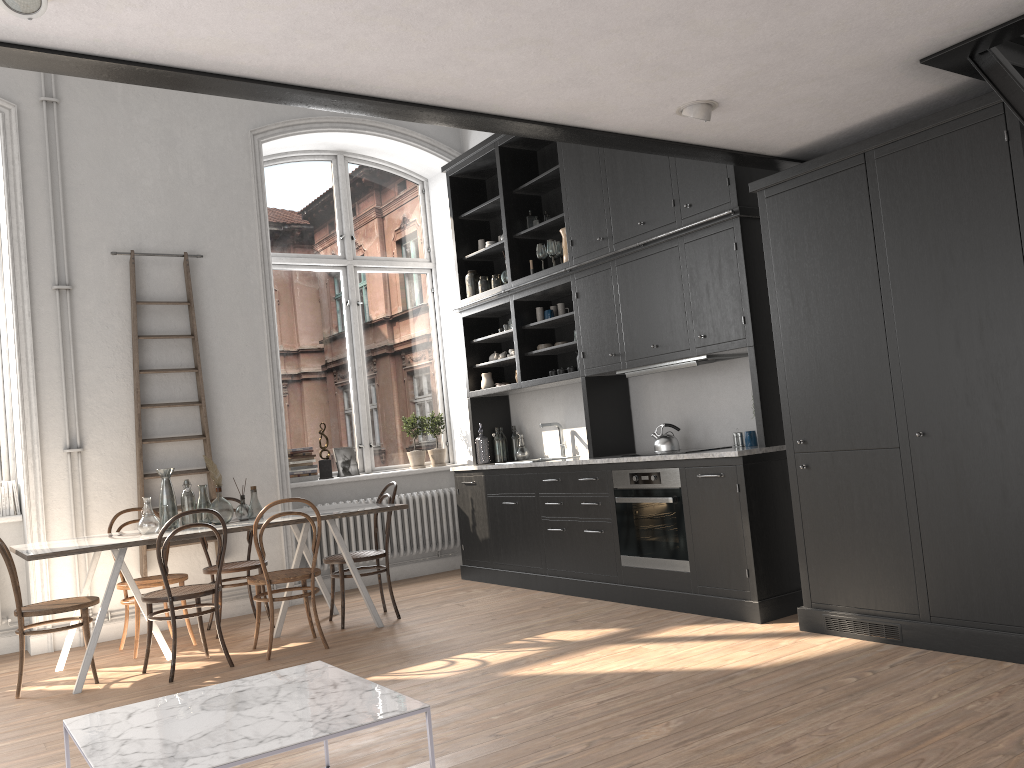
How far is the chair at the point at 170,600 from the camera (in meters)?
4.88

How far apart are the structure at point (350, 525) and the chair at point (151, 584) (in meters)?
1.47

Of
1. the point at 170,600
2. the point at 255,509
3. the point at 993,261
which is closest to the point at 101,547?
the point at 170,600

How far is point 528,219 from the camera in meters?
7.1 m

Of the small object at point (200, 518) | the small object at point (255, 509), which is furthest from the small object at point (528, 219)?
the small object at point (200, 518)

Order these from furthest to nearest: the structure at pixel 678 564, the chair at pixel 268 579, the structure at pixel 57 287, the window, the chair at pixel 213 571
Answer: the window → the structure at pixel 57 287 → the chair at pixel 213 571 → the structure at pixel 678 564 → the chair at pixel 268 579

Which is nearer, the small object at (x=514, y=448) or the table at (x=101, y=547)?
the table at (x=101, y=547)

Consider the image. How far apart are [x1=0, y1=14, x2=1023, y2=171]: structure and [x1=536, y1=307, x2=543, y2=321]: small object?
2.6m

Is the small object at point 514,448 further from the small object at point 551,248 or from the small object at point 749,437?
the small object at point 749,437

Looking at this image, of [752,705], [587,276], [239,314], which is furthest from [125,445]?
[752,705]
